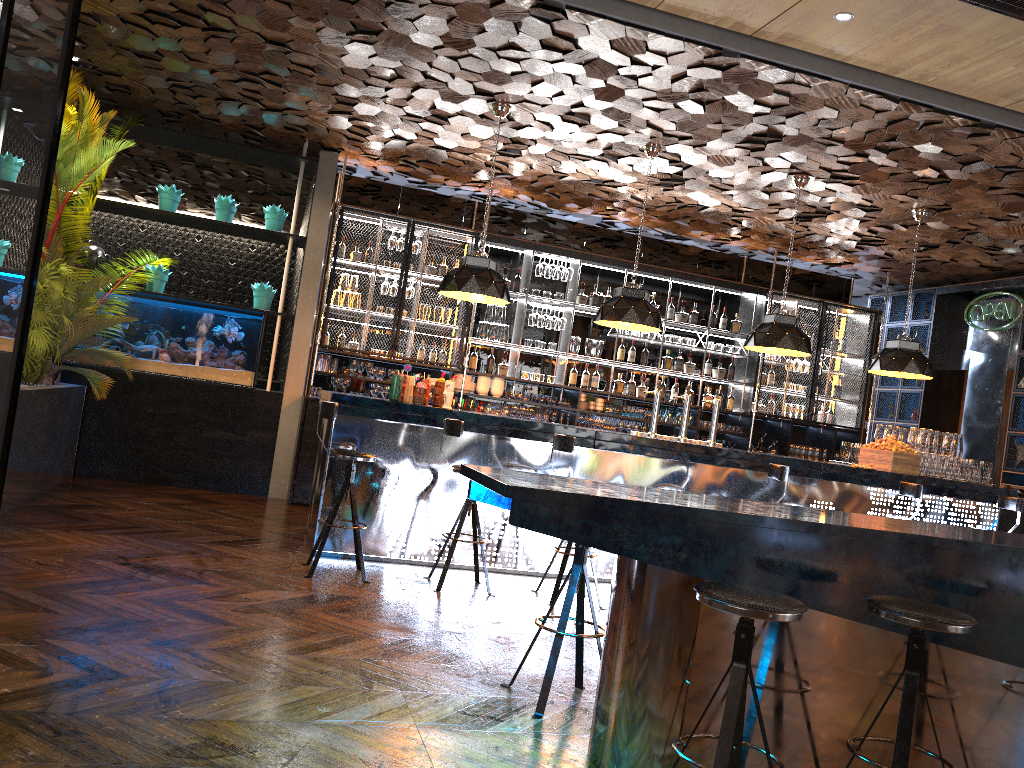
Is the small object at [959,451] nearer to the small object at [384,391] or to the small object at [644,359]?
the small object at [644,359]

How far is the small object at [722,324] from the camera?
10.6m

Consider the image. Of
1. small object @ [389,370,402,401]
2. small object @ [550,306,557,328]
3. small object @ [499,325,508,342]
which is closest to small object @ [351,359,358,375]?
small object @ [499,325,508,342]

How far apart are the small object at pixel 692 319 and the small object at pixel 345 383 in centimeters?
412cm

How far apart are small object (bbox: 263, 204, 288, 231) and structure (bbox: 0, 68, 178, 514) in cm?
149

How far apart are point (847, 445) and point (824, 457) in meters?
2.5 m

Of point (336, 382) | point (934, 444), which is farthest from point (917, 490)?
point (336, 382)

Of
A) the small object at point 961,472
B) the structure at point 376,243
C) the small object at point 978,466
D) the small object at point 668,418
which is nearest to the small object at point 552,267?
the structure at point 376,243

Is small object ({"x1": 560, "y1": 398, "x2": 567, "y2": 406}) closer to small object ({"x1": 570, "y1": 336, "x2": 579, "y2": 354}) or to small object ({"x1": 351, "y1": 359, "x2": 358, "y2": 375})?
small object ({"x1": 570, "y1": 336, "x2": 579, "y2": 354})

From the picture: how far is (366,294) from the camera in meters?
9.2 m
